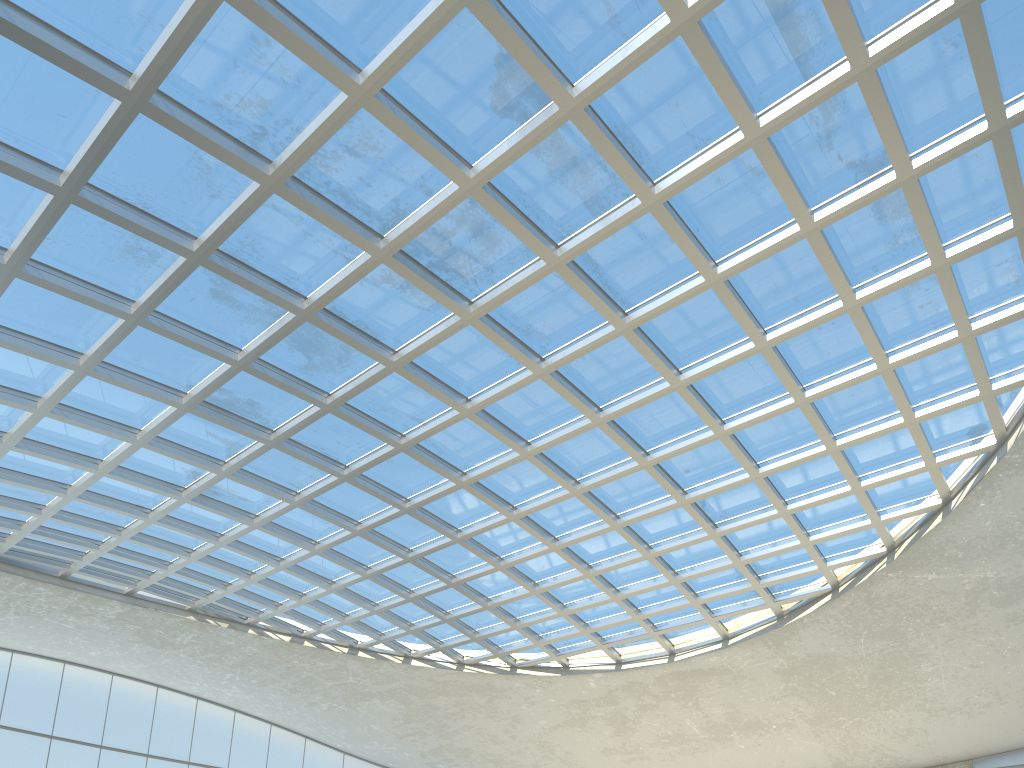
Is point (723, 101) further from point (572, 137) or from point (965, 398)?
point (965, 398)
